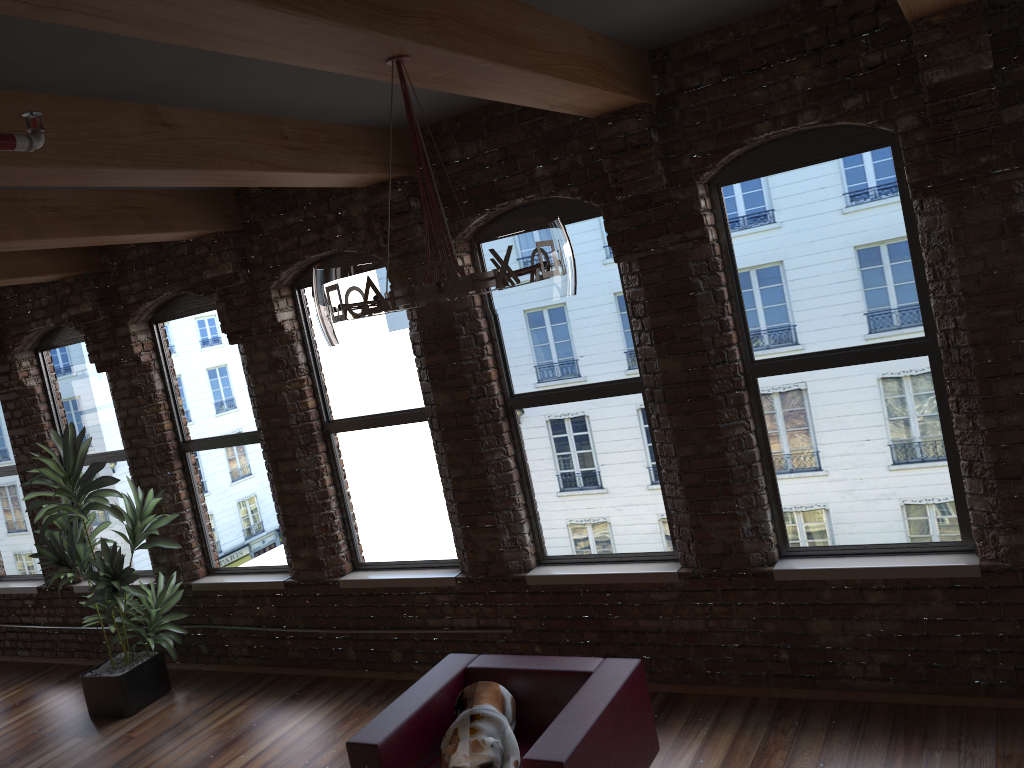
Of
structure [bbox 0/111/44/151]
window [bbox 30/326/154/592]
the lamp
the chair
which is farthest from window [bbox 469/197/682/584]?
window [bbox 30/326/154/592]

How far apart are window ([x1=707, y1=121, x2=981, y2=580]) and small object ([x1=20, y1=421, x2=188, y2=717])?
4.18m

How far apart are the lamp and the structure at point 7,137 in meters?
0.8

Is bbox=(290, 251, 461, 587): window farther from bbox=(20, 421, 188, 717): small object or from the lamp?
the lamp

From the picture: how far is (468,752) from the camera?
3.66m

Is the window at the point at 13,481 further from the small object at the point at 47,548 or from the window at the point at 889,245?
the window at the point at 889,245

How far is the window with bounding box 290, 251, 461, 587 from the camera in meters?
5.8 m

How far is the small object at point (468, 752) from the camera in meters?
3.7 m

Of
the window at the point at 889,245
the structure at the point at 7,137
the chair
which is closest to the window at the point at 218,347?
the chair

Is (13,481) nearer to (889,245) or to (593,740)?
(593,740)
